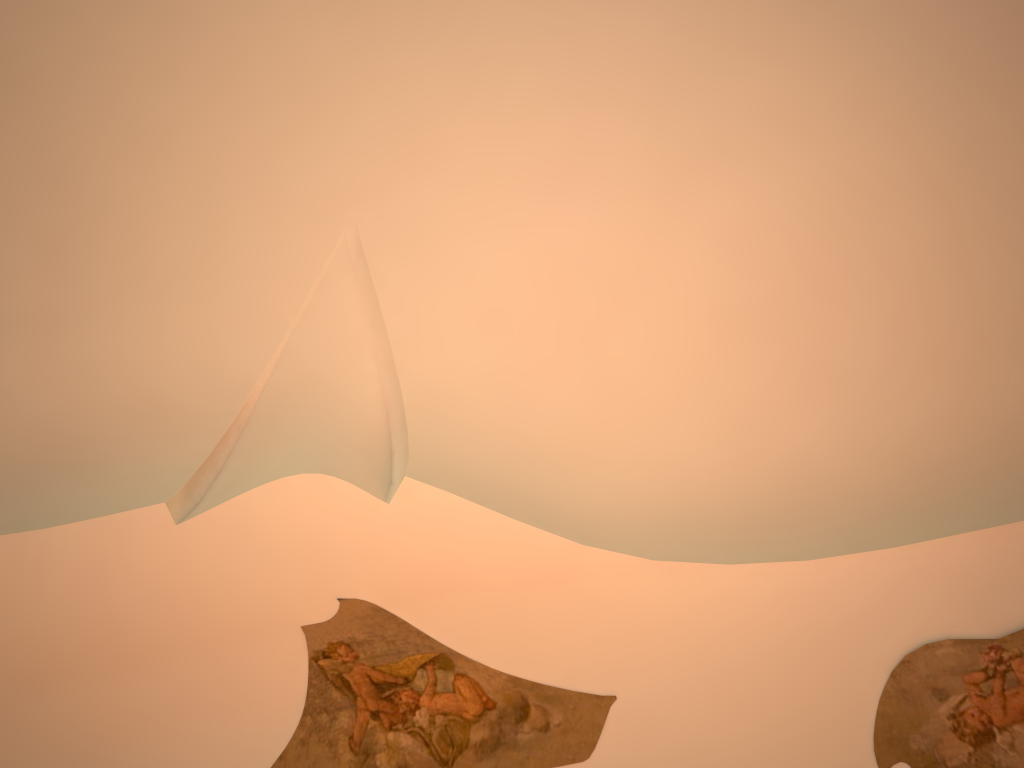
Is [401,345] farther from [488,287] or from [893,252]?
[893,252]
